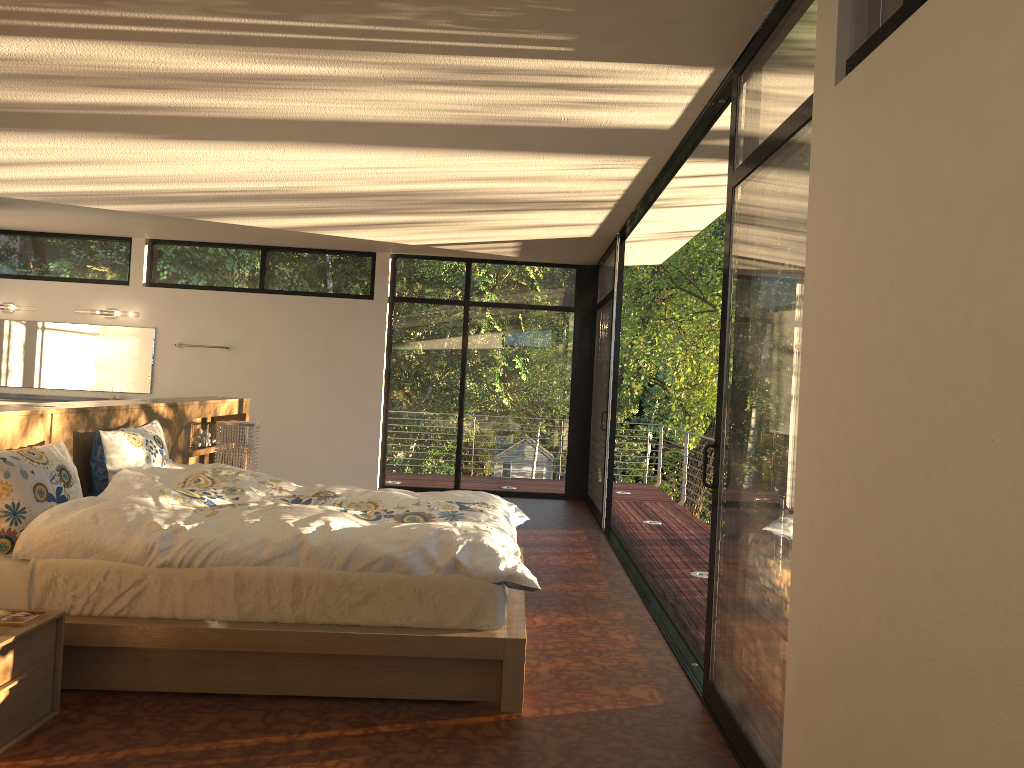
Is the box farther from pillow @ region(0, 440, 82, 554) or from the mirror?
the mirror

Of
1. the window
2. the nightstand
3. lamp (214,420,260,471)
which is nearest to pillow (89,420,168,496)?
lamp (214,420,260,471)

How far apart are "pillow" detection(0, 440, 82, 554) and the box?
2.2 meters

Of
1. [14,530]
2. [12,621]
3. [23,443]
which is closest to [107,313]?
[23,443]

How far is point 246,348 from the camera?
9.23m

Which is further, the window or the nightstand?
the nightstand

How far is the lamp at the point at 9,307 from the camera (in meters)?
9.05

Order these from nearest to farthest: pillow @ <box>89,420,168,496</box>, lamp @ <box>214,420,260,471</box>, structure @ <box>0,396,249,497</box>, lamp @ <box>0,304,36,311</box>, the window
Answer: the window → structure @ <box>0,396,249,497</box> → pillow @ <box>89,420,168,496</box> → lamp @ <box>214,420,260,471</box> → lamp @ <box>0,304,36,311</box>

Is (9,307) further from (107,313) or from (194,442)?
(194,442)

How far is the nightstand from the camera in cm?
278
